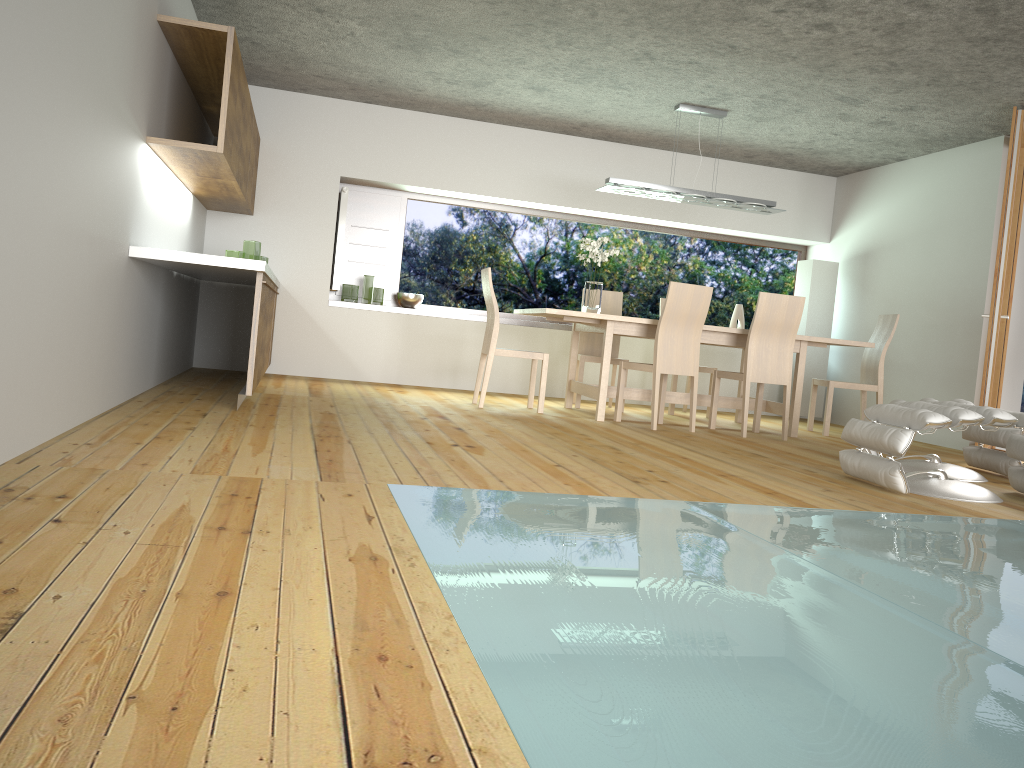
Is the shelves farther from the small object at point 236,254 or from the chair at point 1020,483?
the chair at point 1020,483

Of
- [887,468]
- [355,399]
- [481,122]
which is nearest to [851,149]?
[481,122]

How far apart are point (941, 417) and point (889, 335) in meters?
3.2 m

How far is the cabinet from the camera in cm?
460

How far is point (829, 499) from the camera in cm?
371

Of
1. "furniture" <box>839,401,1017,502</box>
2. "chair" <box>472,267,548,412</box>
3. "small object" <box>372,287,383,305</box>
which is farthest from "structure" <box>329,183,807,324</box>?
"furniture" <box>839,401,1017,502</box>

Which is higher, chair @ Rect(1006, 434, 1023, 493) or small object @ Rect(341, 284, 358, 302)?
small object @ Rect(341, 284, 358, 302)

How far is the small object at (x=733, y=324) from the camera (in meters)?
8.83

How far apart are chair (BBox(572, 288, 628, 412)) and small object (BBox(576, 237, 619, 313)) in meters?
0.7

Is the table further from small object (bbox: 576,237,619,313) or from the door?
the door
